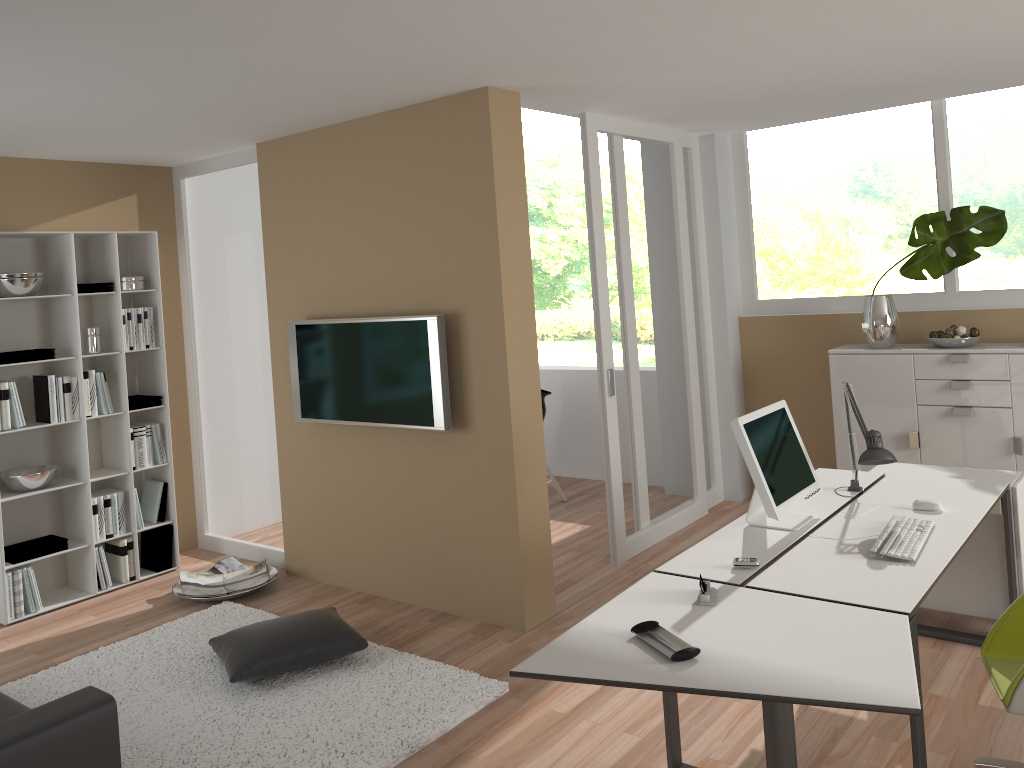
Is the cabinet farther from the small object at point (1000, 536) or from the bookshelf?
the bookshelf

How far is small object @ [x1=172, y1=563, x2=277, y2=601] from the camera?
5.1m

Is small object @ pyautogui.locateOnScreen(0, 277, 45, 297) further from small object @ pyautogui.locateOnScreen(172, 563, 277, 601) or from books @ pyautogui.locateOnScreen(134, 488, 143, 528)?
small object @ pyautogui.locateOnScreen(172, 563, 277, 601)

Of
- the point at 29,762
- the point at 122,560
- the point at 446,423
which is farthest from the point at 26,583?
the point at 29,762

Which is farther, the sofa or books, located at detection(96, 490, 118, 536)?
books, located at detection(96, 490, 118, 536)

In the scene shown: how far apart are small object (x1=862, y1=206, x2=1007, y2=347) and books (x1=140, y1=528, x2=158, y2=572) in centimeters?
470cm

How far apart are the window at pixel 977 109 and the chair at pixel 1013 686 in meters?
3.2 m

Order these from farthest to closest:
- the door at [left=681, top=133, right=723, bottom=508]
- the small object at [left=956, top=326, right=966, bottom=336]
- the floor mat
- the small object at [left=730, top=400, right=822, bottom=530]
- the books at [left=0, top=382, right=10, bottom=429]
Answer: the door at [left=681, top=133, right=723, bottom=508]
the small object at [left=956, top=326, right=966, bottom=336]
the books at [left=0, top=382, right=10, bottom=429]
the floor mat
the small object at [left=730, top=400, right=822, bottom=530]

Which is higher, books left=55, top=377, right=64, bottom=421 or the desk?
books left=55, top=377, right=64, bottom=421

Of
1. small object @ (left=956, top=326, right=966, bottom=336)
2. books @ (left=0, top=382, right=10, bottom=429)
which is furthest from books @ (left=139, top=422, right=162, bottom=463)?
small object @ (left=956, top=326, right=966, bottom=336)
